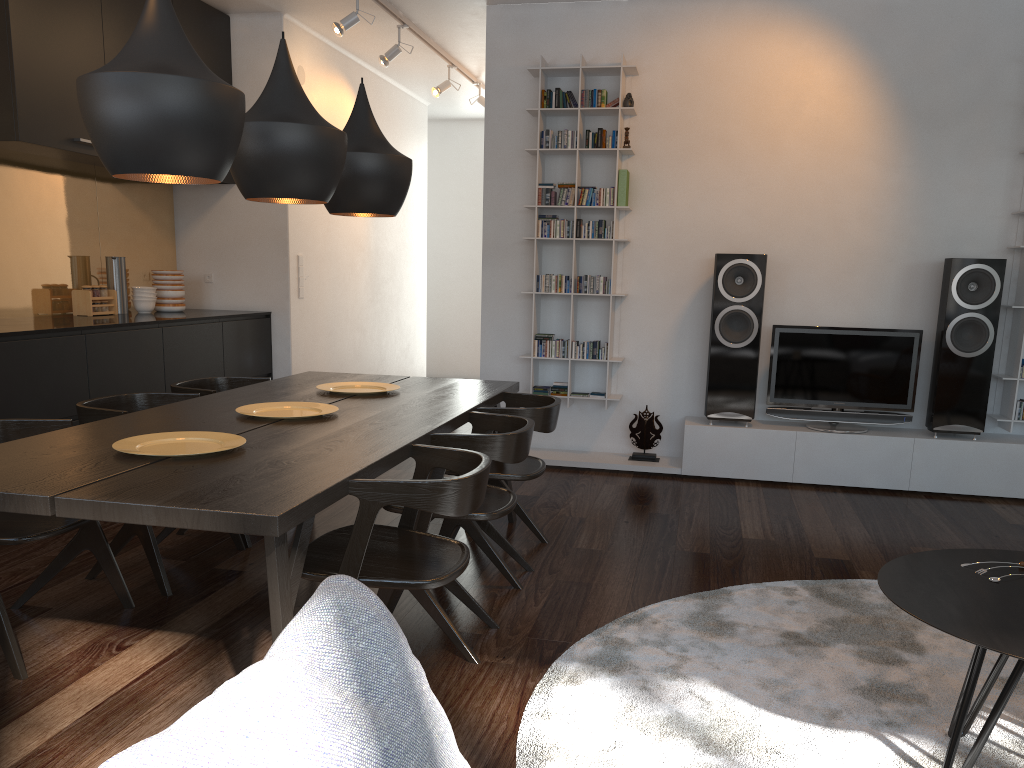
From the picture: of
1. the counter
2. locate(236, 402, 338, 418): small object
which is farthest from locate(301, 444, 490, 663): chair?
the counter

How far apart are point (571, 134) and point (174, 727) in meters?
5.0 m

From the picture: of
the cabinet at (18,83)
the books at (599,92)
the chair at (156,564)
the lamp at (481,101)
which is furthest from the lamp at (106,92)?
the lamp at (481,101)

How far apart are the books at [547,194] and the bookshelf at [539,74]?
0.0m

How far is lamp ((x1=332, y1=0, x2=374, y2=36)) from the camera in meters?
5.2

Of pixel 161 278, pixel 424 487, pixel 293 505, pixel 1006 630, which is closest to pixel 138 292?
pixel 161 278

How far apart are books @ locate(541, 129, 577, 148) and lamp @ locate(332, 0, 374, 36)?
1.30m

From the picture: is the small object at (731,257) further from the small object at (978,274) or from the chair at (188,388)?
the chair at (188,388)

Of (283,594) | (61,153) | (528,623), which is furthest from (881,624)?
(61,153)

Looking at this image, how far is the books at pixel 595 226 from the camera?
5.40m
